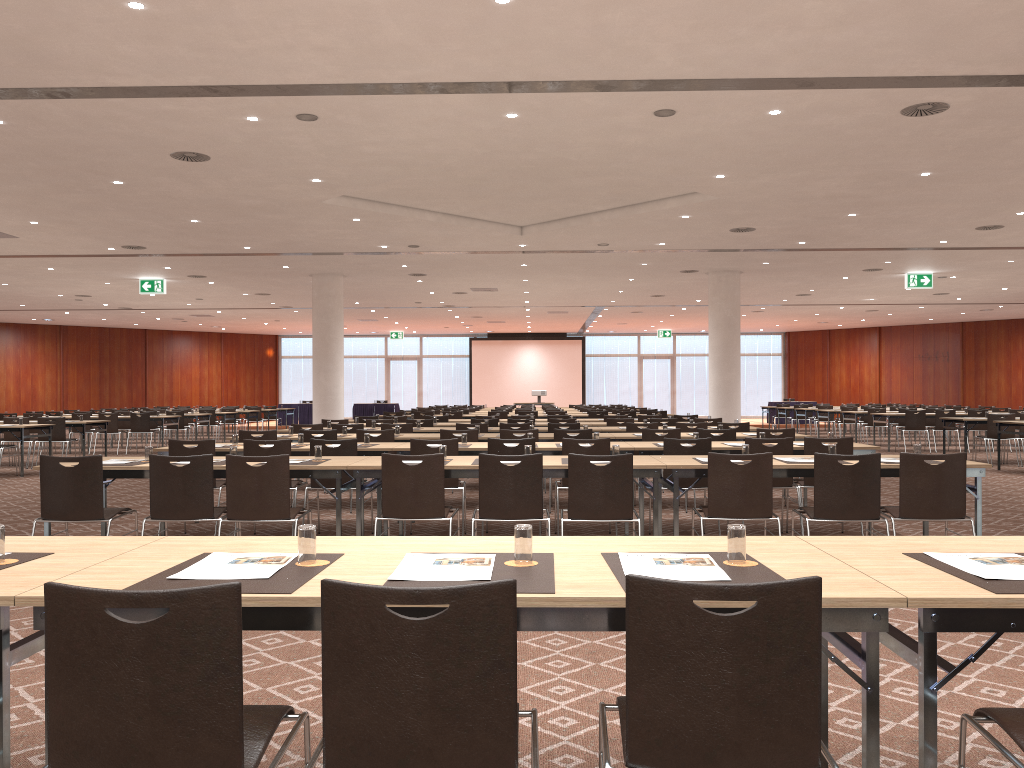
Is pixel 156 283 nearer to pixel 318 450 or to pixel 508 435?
pixel 508 435

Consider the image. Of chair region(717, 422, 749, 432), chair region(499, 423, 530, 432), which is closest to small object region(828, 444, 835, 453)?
chair region(717, 422, 749, 432)

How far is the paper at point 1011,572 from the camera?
2.5 meters

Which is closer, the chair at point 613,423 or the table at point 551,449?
the table at point 551,449

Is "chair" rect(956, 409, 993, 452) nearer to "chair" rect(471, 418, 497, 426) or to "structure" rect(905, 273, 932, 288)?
"structure" rect(905, 273, 932, 288)

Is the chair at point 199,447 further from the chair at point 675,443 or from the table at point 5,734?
the table at point 5,734

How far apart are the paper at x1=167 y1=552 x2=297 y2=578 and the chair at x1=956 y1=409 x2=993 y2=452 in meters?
19.5

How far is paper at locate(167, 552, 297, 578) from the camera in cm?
251

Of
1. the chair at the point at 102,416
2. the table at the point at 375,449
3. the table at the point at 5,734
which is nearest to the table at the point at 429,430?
the table at the point at 375,449

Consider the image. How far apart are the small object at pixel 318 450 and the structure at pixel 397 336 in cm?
3184
